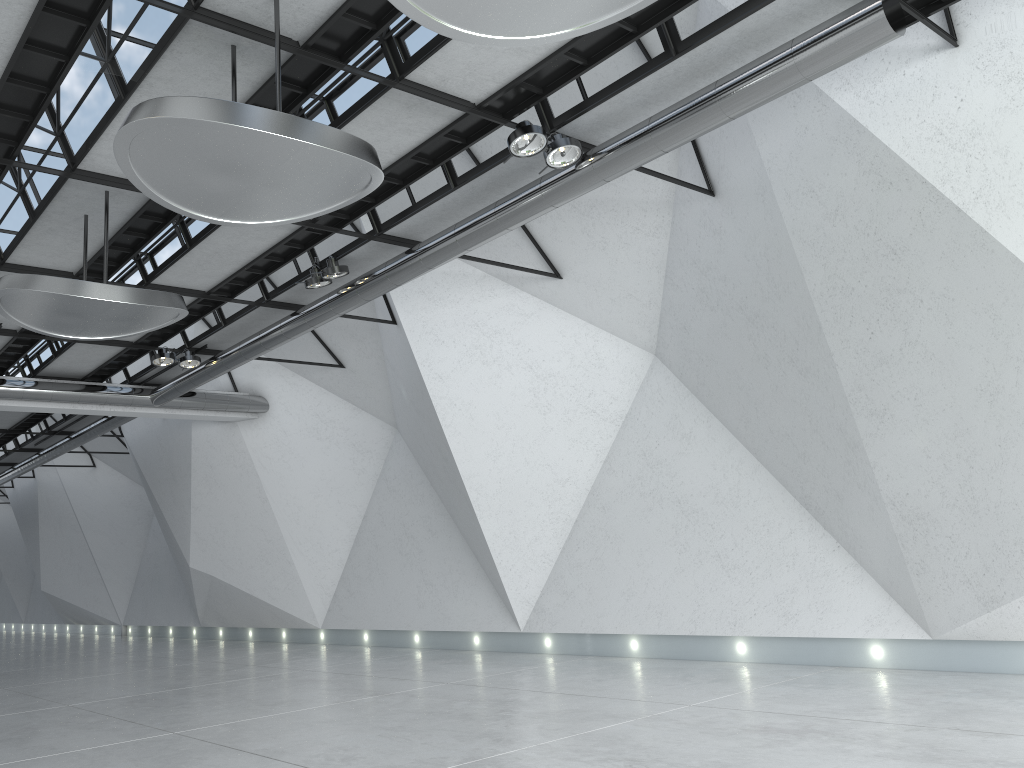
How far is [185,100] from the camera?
30.89m
